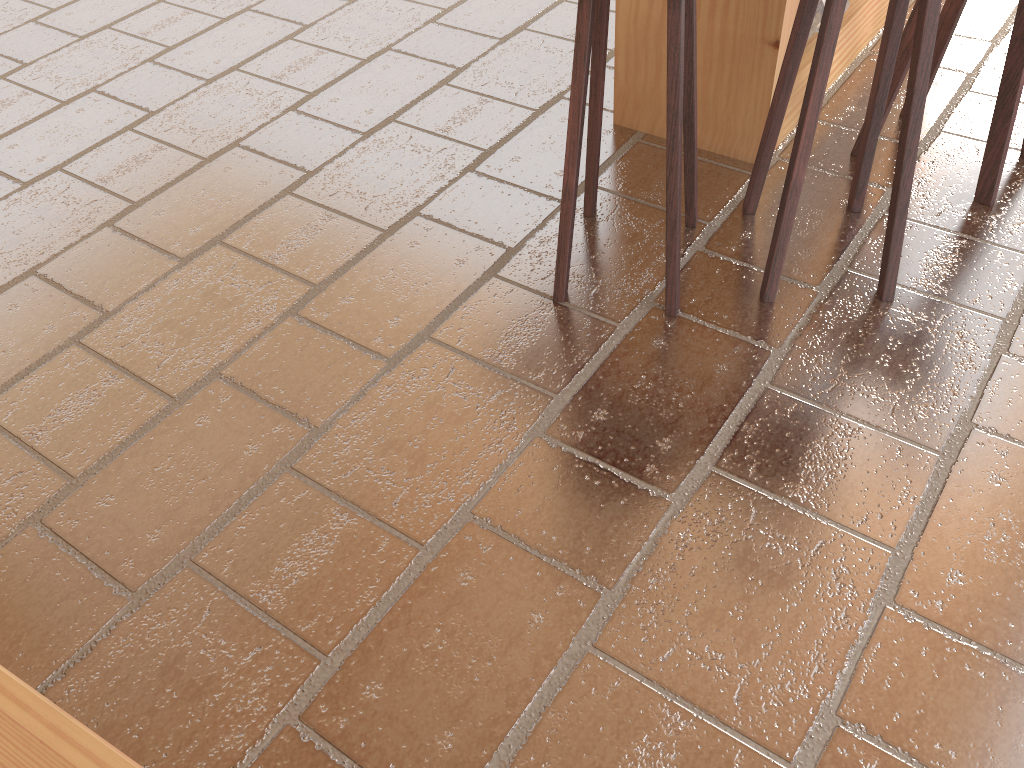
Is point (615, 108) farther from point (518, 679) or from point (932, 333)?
point (518, 679)

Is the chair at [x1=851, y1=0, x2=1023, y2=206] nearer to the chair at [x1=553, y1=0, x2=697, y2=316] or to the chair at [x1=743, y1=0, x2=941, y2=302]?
the chair at [x1=743, y1=0, x2=941, y2=302]

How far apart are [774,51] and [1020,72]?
0.6 meters

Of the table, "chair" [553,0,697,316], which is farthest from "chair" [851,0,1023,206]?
"chair" [553,0,697,316]

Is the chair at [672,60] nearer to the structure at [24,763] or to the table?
the table

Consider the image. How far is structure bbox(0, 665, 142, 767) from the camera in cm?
141

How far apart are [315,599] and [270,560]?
0.1m

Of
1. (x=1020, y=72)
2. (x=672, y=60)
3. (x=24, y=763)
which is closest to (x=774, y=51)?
(x=1020, y=72)

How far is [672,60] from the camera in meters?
1.9 m

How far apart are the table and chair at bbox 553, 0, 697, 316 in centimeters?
40cm
